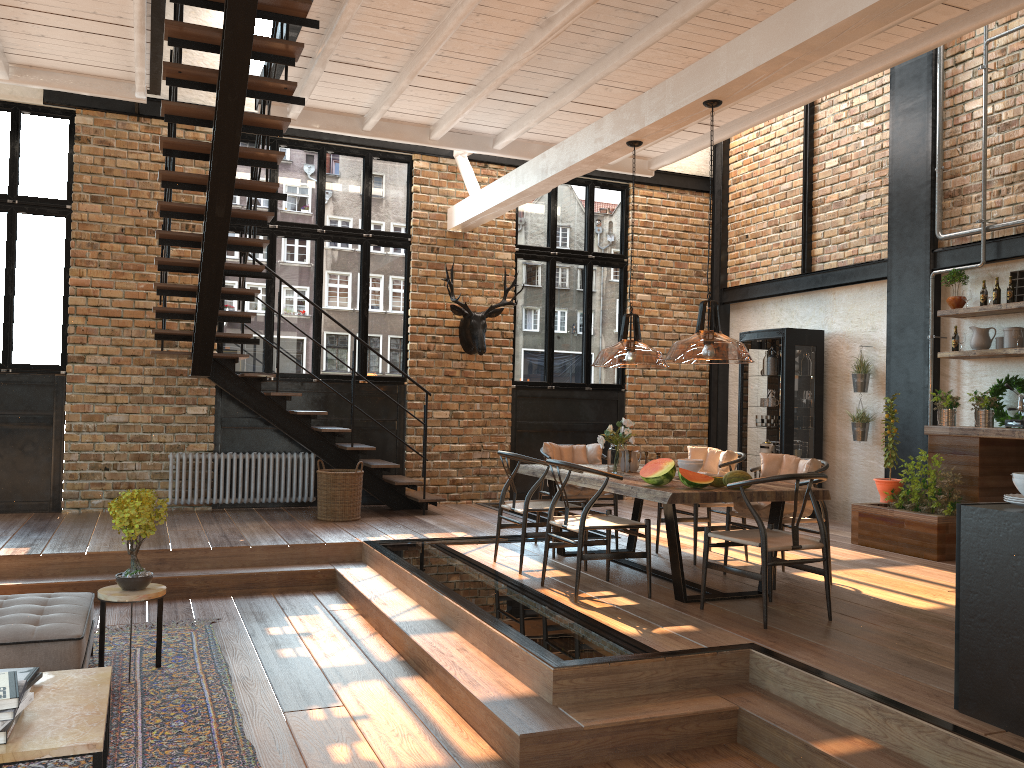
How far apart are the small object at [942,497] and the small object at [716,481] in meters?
2.9 m

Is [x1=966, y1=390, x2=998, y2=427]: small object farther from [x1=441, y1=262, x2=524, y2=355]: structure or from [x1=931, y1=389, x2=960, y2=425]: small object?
[x1=441, y1=262, x2=524, y2=355]: structure

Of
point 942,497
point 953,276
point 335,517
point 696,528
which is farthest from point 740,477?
point 335,517

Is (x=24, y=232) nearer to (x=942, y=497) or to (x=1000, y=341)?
(x=942, y=497)

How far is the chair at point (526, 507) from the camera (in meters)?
6.35

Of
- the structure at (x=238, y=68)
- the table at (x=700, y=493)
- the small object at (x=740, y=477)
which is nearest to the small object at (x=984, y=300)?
the table at (x=700, y=493)

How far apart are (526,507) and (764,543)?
1.92m

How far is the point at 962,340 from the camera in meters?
8.1

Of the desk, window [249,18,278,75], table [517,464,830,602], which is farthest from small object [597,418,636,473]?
window [249,18,278,75]

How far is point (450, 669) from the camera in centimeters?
457cm
